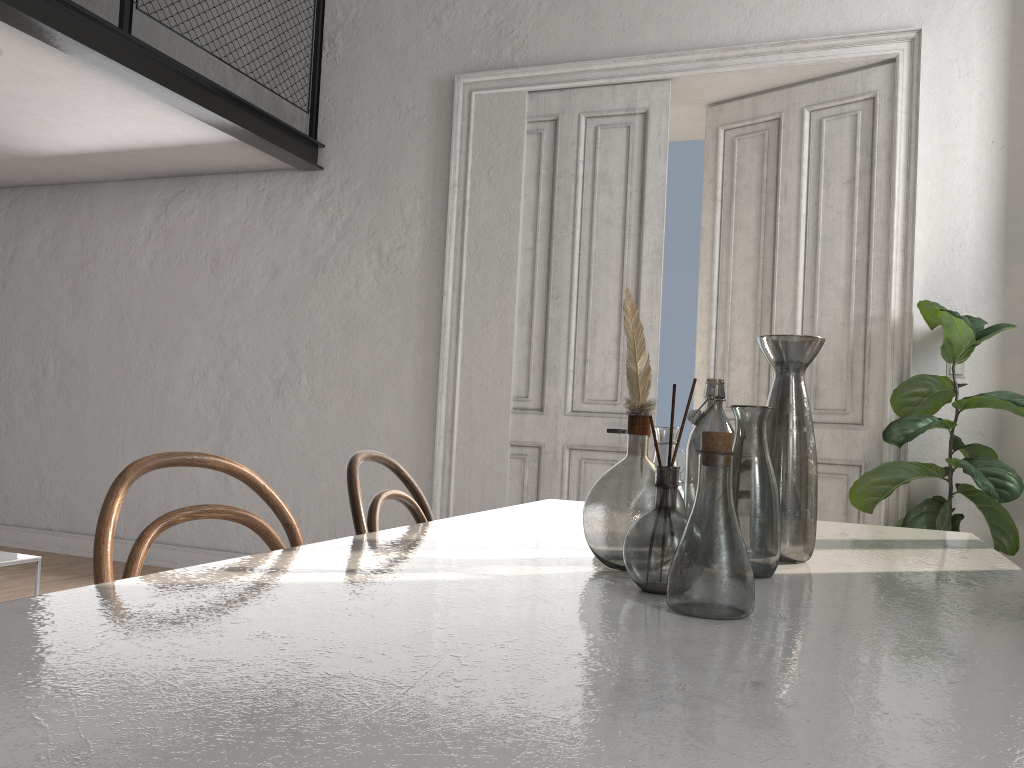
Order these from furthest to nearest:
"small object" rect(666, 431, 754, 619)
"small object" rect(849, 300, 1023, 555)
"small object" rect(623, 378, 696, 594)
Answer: "small object" rect(849, 300, 1023, 555)
"small object" rect(623, 378, 696, 594)
"small object" rect(666, 431, 754, 619)

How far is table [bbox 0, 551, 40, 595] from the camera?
3.27m

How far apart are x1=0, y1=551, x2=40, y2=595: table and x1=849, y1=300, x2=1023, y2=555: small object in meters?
3.4

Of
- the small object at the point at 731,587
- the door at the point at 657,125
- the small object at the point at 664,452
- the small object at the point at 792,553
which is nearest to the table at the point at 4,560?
Result: the door at the point at 657,125

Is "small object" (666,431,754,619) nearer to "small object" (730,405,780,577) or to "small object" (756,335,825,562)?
"small object" (730,405,780,577)

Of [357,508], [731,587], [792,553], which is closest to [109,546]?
[357,508]

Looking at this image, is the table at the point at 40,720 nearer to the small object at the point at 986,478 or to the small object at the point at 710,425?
the small object at the point at 710,425

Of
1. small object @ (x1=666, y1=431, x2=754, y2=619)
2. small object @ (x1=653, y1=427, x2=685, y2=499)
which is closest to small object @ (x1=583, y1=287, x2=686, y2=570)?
small object @ (x1=666, y1=431, x2=754, y2=619)

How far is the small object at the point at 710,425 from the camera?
1.5m

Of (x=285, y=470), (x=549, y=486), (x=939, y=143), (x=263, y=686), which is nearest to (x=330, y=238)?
(x=285, y=470)
